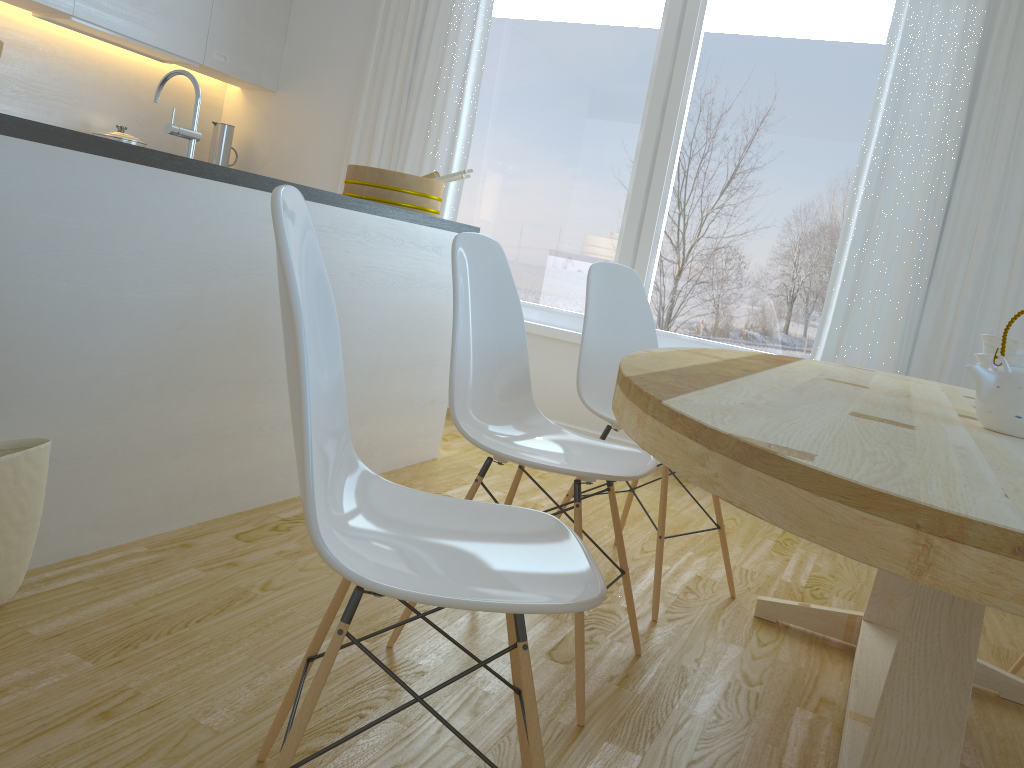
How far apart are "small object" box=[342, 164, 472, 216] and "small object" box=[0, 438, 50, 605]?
1.7m

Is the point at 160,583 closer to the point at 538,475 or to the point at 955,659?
the point at 955,659

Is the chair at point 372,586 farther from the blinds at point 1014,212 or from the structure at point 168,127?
the blinds at point 1014,212

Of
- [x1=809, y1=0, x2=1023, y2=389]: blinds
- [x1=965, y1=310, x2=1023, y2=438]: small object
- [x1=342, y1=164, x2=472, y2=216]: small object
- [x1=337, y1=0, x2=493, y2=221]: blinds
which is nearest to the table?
[x1=965, y1=310, x2=1023, y2=438]: small object

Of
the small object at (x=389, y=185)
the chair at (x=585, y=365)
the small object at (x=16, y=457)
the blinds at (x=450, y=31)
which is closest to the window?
the blinds at (x=450, y=31)

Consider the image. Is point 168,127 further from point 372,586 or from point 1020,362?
point 1020,362

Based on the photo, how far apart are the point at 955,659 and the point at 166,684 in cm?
130

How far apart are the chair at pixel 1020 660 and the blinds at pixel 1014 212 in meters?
1.5

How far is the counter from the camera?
1.7m

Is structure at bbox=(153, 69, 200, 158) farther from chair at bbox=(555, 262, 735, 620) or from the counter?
chair at bbox=(555, 262, 735, 620)
